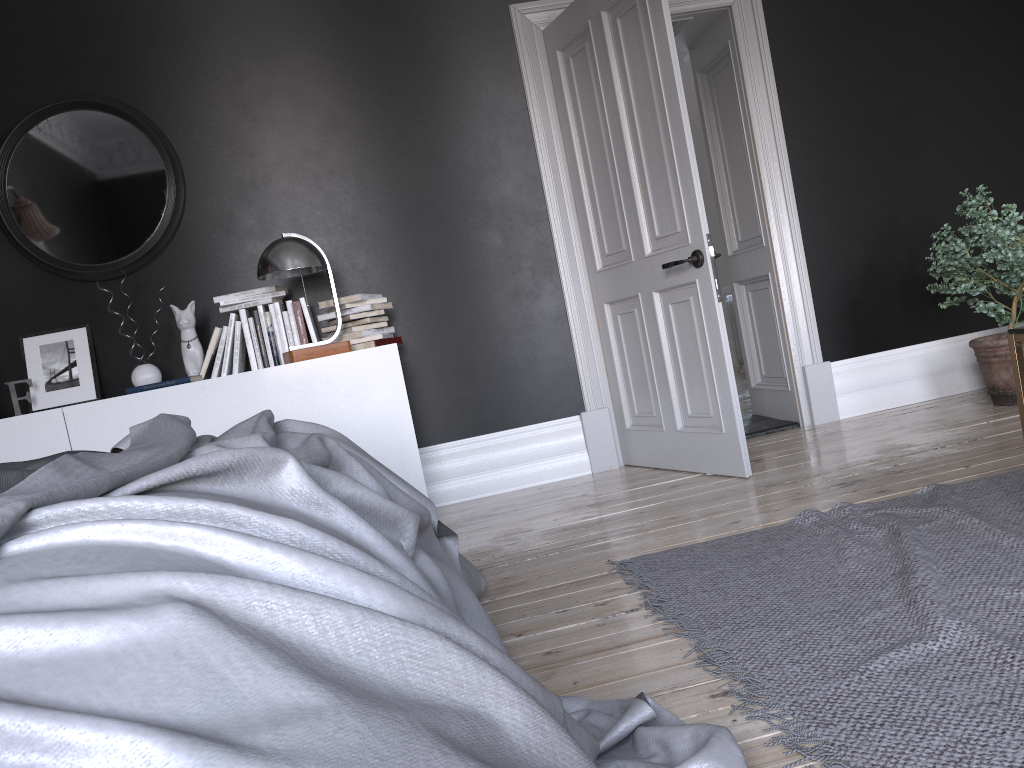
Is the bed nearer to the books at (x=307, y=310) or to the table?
the table

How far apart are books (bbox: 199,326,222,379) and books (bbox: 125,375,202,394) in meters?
0.3

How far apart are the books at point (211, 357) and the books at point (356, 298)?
0.50m

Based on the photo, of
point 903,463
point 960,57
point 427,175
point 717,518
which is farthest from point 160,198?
point 960,57

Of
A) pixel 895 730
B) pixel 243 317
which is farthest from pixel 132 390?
pixel 895 730

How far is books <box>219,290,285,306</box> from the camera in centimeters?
420cm

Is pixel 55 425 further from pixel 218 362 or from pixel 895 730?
pixel 895 730

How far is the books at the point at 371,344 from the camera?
4.23m

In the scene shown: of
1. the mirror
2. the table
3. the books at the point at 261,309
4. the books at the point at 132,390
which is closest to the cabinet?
the books at the point at 132,390

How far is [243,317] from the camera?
4.3m
